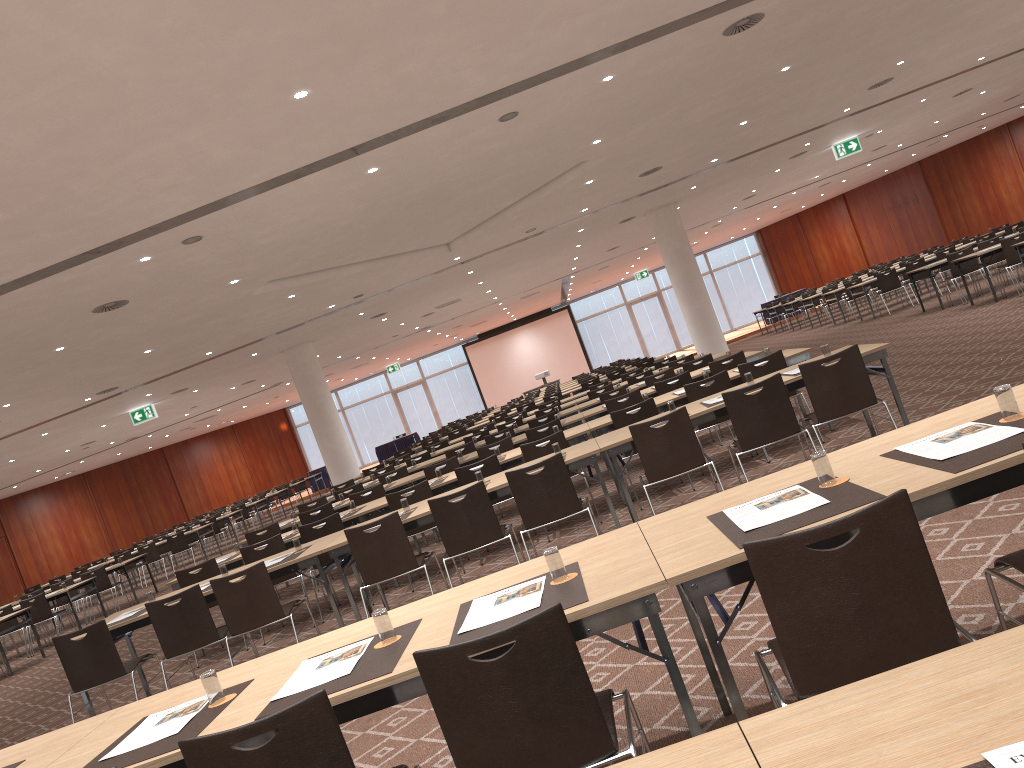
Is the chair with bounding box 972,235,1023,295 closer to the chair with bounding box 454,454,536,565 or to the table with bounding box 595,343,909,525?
the table with bounding box 595,343,909,525

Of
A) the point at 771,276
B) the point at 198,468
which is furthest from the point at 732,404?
the point at 771,276

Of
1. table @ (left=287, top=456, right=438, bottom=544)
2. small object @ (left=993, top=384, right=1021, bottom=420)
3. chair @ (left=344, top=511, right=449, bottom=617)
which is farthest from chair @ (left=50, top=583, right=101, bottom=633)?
small object @ (left=993, top=384, right=1021, bottom=420)

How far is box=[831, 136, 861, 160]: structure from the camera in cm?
2008

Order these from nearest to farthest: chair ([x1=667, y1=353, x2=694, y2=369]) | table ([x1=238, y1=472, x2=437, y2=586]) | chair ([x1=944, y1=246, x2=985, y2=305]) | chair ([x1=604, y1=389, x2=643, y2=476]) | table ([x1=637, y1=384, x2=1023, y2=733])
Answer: table ([x1=637, y1=384, x2=1023, y2=733])
chair ([x1=604, y1=389, x2=643, y2=476])
table ([x1=238, y1=472, x2=437, y2=586])
chair ([x1=667, y1=353, x2=694, y2=369])
chair ([x1=944, y1=246, x2=985, y2=305])

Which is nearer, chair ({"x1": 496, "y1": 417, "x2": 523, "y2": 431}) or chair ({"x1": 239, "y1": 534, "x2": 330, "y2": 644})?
chair ({"x1": 239, "y1": 534, "x2": 330, "y2": 644})

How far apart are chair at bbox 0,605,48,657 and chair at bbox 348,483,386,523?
8.3 meters

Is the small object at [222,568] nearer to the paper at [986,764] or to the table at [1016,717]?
the table at [1016,717]

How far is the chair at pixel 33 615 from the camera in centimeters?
1489cm

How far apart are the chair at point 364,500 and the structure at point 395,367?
28.53m
